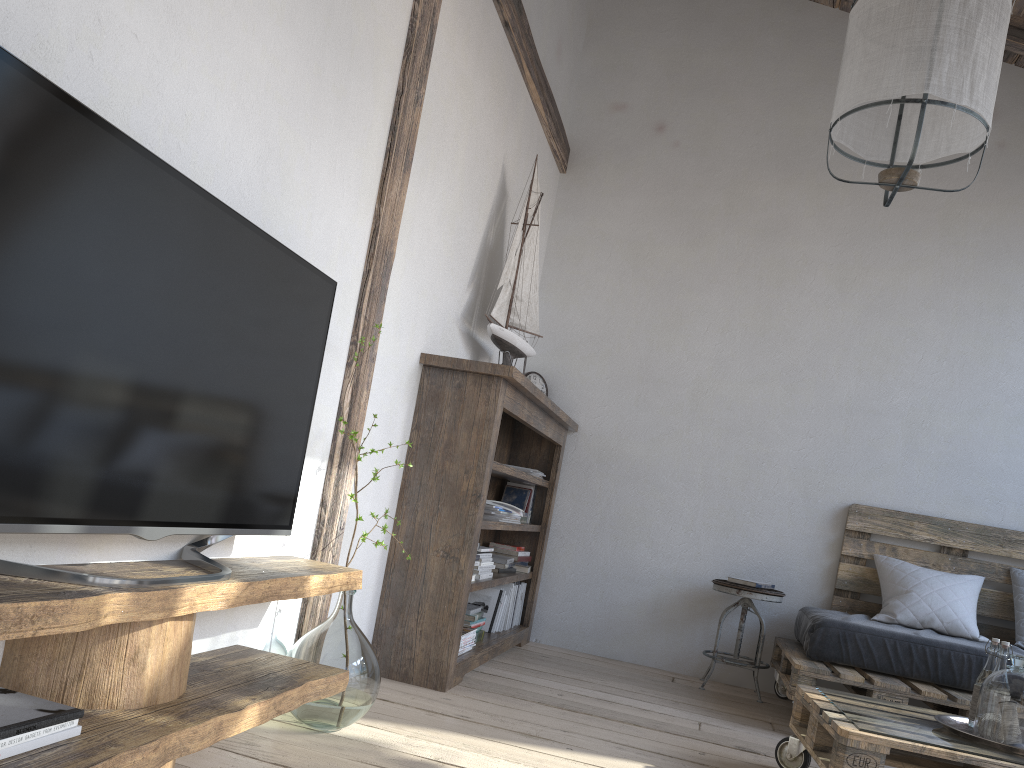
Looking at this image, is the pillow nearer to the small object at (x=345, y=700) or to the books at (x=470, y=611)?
the books at (x=470, y=611)

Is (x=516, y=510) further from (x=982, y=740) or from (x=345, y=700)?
(x=982, y=740)

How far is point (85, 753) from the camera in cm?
125

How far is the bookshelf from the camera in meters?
3.1

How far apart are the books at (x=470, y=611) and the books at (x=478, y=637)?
0.10m

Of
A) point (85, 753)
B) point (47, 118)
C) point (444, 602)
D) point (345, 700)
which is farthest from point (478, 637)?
point (47, 118)

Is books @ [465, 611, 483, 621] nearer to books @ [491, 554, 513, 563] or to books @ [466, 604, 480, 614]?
books @ [466, 604, 480, 614]

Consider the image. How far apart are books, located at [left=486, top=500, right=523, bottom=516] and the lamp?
1.9 meters

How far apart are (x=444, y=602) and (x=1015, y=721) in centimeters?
173cm

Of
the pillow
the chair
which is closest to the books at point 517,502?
the chair
